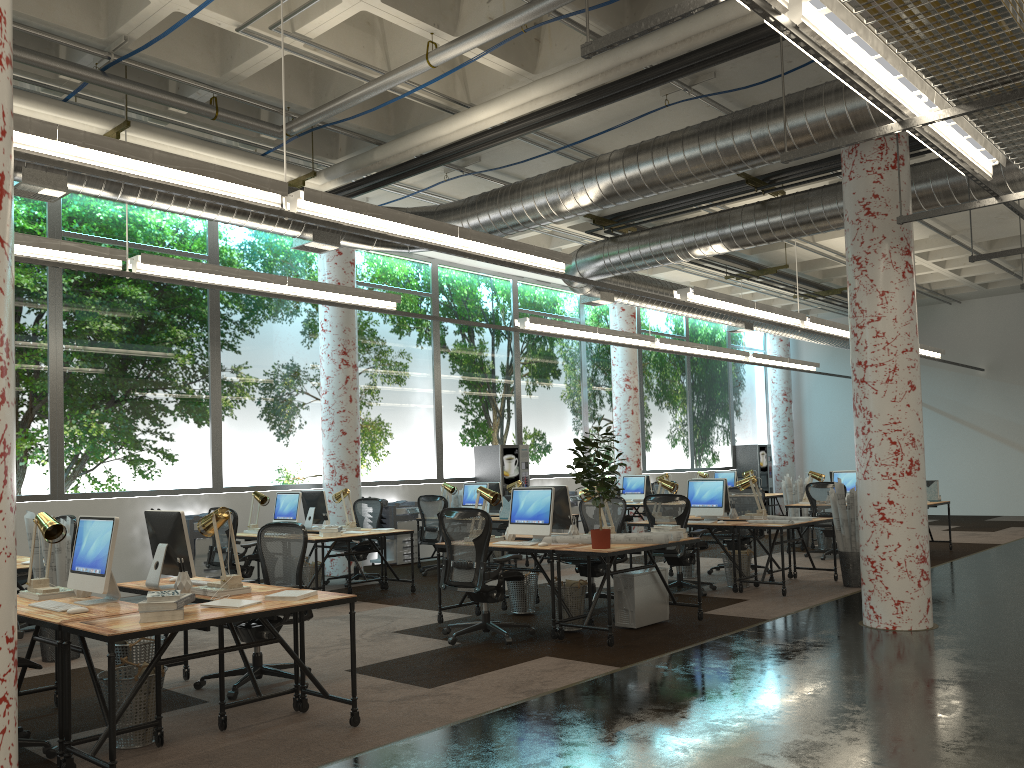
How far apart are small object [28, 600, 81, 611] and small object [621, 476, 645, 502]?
11.6m

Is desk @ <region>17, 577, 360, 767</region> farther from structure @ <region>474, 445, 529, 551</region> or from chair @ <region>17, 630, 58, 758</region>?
structure @ <region>474, 445, 529, 551</region>

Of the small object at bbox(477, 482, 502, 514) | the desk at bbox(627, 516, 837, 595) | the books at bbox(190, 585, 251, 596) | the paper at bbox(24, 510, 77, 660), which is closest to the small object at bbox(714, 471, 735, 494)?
the small object at bbox(477, 482, 502, 514)

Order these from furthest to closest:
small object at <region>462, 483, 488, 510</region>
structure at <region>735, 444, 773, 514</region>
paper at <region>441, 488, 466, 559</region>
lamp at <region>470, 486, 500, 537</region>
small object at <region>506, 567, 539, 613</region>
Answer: structure at <region>735, 444, 773, 514</region>, paper at <region>441, 488, 466, 559</region>, small object at <region>462, 483, 488, 510</region>, small object at <region>506, 567, 539, 613</region>, lamp at <region>470, 486, 500, 537</region>

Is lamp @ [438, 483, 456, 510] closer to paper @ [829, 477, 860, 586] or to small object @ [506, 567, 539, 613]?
small object @ [506, 567, 539, 613]

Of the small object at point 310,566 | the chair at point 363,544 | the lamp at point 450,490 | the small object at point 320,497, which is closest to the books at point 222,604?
the small object at point 310,566

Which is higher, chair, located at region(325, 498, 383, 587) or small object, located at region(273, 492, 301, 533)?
small object, located at region(273, 492, 301, 533)

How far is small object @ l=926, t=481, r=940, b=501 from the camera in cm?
1287

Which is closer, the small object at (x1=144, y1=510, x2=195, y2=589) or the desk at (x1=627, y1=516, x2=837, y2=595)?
the small object at (x1=144, y1=510, x2=195, y2=589)

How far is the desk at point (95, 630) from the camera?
4.00m
